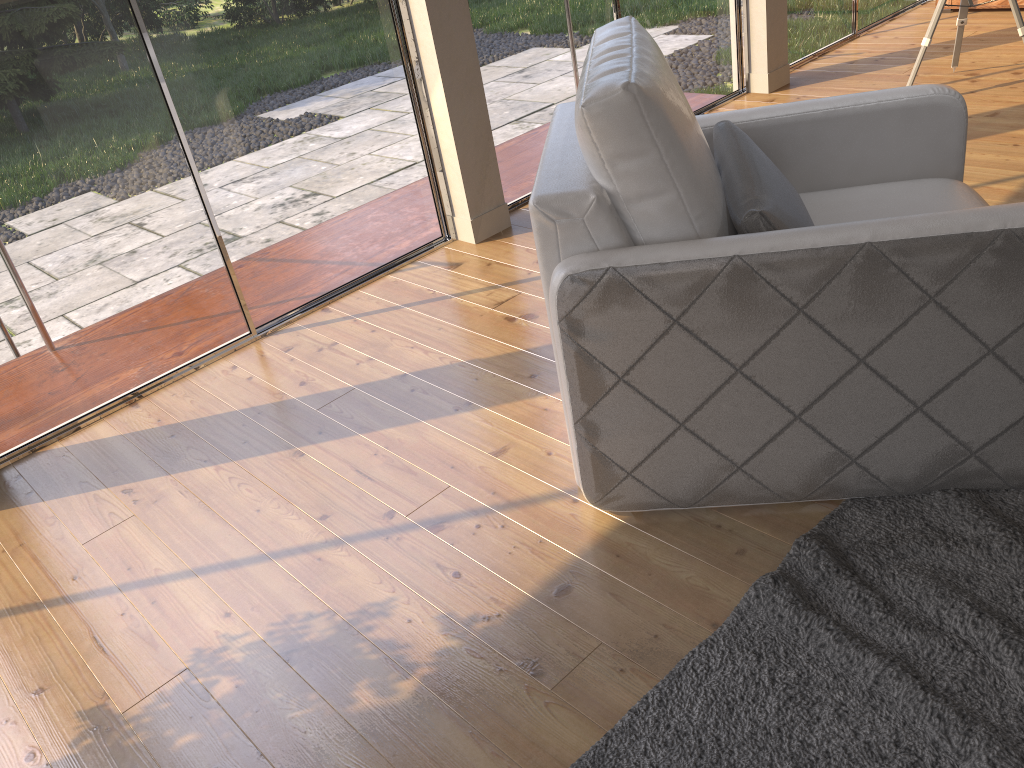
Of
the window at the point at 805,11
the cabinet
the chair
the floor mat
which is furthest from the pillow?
the cabinet

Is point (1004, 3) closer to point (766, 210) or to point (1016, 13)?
point (1016, 13)

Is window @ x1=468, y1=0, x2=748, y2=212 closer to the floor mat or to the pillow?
the pillow

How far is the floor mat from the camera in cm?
148

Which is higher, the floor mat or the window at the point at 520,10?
the window at the point at 520,10

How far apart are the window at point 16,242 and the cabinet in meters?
4.0

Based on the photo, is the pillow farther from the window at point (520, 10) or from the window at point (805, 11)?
the window at point (805, 11)

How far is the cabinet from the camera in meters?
5.5 m

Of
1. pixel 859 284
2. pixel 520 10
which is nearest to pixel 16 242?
pixel 520 10

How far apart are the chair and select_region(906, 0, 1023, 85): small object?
2.1 meters
